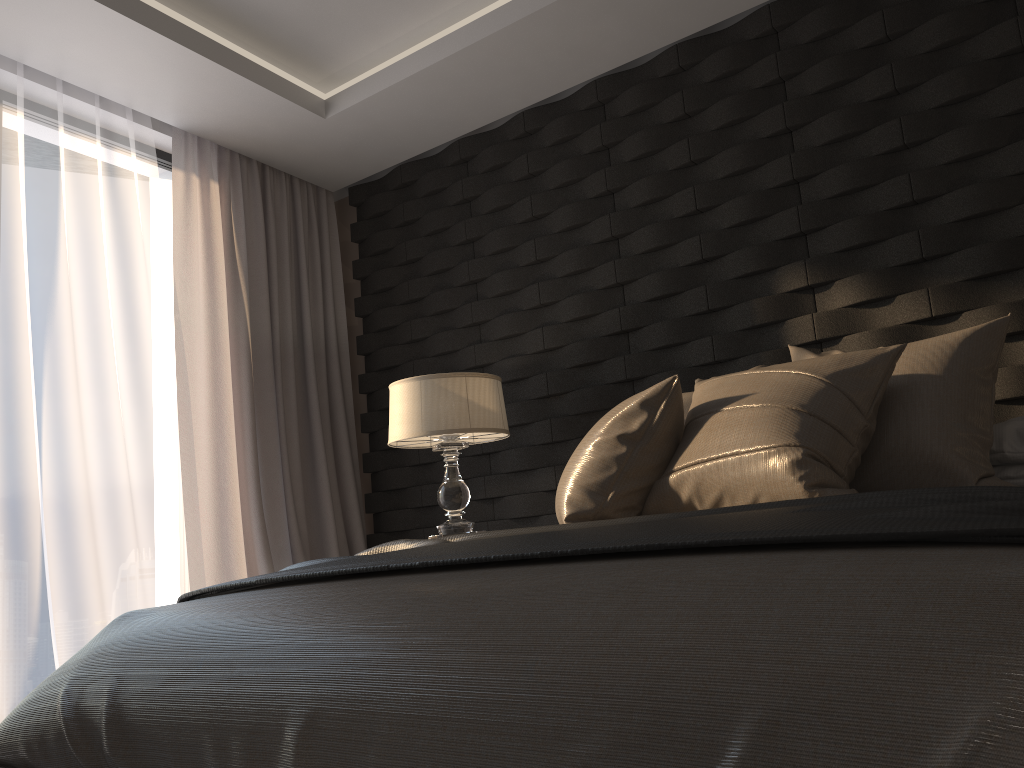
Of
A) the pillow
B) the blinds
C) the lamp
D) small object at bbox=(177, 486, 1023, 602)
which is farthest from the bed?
the blinds

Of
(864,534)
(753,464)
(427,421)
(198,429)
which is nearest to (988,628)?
(864,534)

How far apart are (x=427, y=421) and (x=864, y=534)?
2.3m

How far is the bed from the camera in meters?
0.8 m

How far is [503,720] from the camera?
1.0m

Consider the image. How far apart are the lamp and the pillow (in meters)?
0.86

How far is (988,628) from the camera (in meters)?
0.75

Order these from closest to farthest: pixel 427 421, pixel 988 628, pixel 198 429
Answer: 1. pixel 988 628
2. pixel 427 421
3. pixel 198 429

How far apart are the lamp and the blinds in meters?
0.8

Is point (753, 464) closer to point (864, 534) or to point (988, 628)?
point (864, 534)
